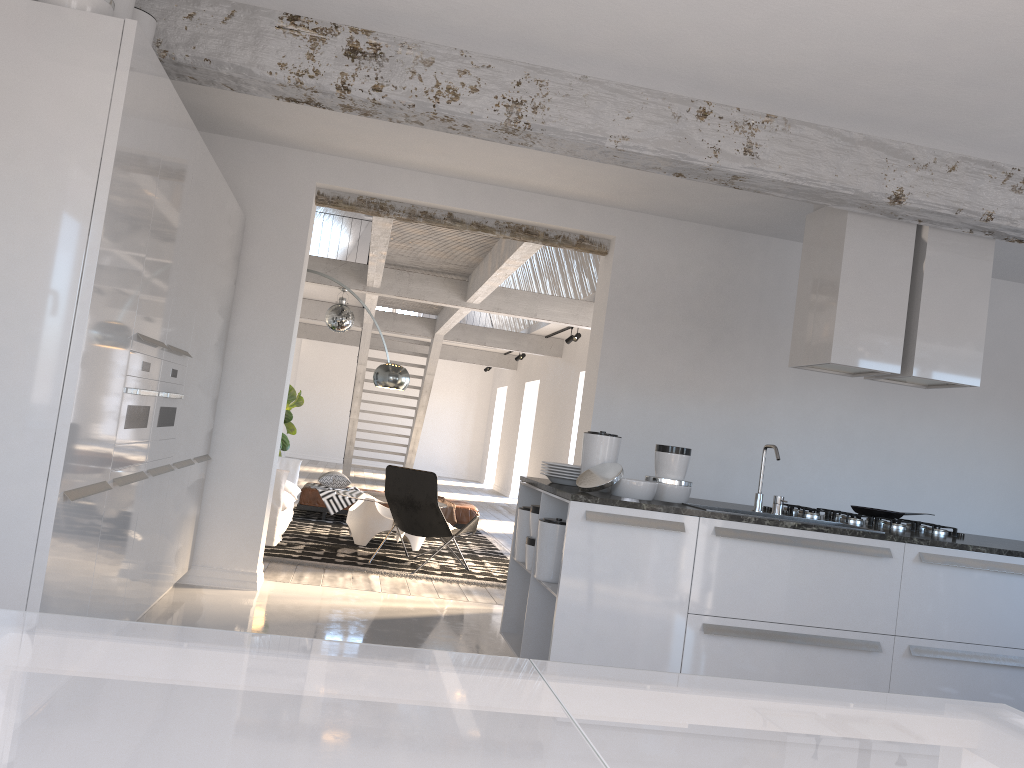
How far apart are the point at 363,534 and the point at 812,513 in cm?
469

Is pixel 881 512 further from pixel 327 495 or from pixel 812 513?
pixel 327 495

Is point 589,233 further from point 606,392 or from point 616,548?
point 616,548

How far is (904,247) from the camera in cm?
475

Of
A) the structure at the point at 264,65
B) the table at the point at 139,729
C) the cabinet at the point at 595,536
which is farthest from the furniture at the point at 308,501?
the table at the point at 139,729

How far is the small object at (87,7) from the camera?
2.94m

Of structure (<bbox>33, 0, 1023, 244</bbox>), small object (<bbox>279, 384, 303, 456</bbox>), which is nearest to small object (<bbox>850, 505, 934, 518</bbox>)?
structure (<bbox>33, 0, 1023, 244</bbox>)

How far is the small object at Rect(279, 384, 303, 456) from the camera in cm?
1010

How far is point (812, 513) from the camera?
4.70m

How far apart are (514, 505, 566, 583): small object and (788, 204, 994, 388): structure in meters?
1.7 m
